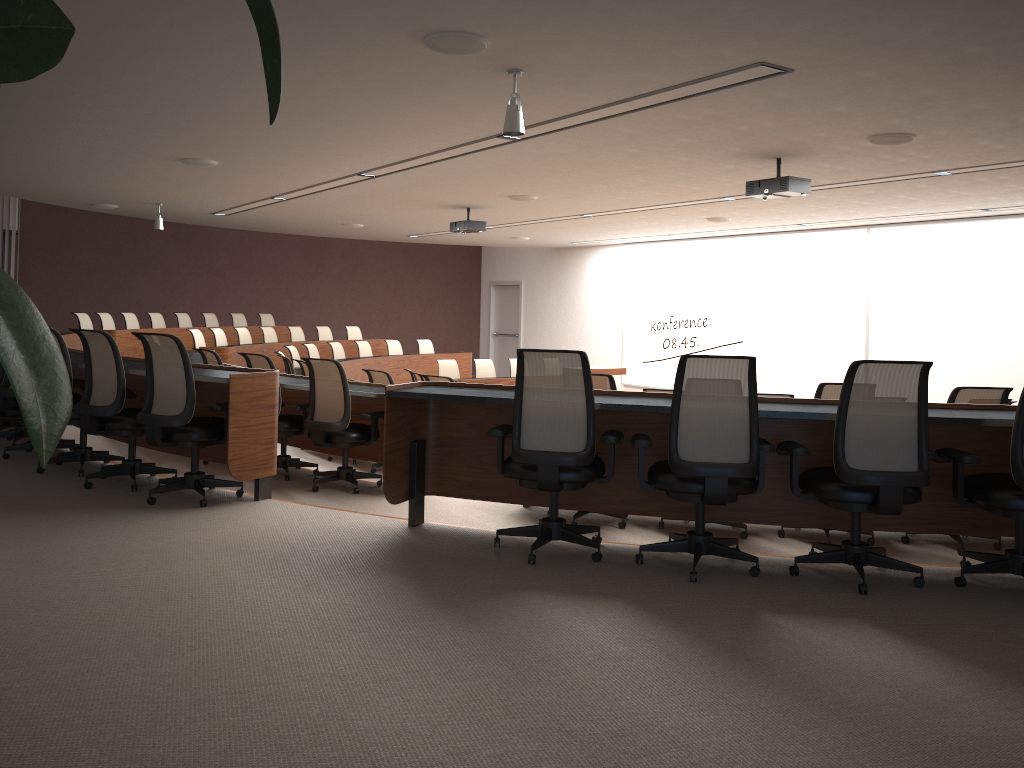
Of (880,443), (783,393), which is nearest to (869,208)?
(783,393)

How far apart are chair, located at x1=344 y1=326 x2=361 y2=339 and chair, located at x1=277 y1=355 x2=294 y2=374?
6.2m

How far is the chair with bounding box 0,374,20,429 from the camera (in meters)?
7.24

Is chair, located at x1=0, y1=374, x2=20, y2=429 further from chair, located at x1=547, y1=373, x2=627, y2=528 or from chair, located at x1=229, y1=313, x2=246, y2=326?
chair, located at x1=229, y1=313, x2=246, y2=326

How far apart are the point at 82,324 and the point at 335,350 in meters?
3.6

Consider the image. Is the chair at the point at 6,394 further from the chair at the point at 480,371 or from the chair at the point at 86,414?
the chair at the point at 480,371

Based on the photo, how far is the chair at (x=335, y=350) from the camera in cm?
1373

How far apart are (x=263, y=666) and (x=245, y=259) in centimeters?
1661cm

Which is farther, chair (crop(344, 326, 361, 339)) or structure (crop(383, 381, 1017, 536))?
chair (crop(344, 326, 361, 339))

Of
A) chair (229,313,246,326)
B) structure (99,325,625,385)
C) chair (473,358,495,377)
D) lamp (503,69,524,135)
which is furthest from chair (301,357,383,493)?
chair (229,313,246,326)
